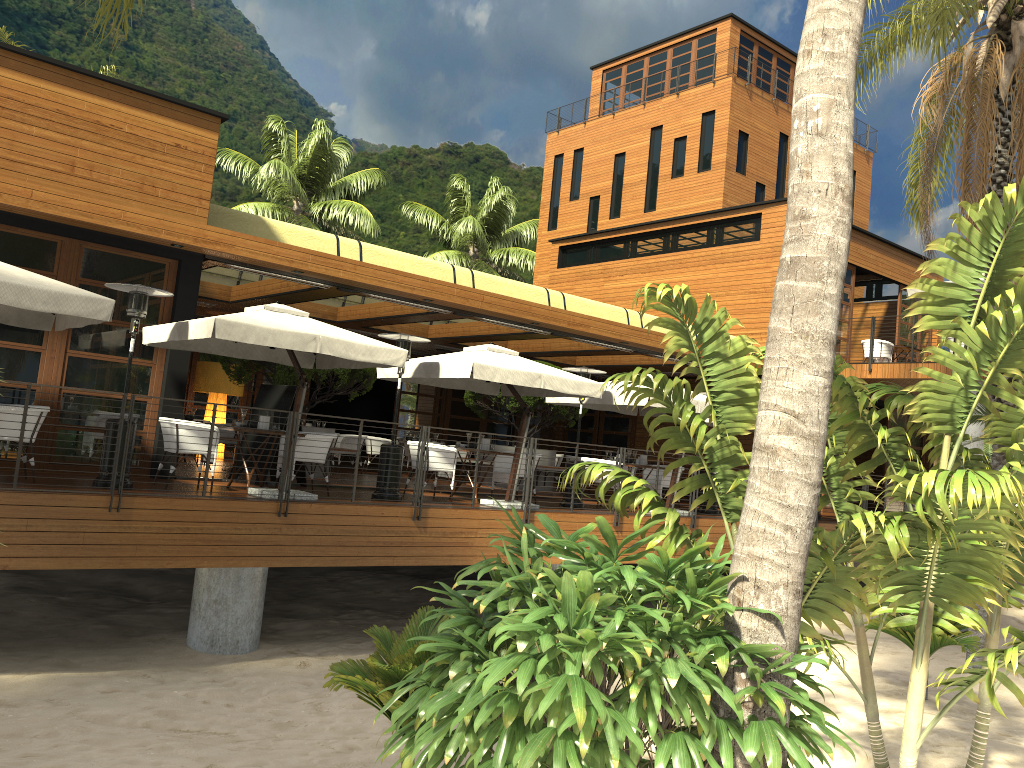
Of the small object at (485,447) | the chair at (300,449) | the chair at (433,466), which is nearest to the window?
the chair at (300,449)

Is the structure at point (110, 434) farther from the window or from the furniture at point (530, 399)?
the furniture at point (530, 399)

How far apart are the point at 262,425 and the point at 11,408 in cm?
266

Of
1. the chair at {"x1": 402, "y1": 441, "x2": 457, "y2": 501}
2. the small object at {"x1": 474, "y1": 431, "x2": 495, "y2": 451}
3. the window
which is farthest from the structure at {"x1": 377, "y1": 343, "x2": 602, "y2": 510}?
the window

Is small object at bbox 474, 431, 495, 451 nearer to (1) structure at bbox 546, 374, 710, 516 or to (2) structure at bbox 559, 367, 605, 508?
(2) structure at bbox 559, 367, 605, 508

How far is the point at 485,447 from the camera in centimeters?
1270cm

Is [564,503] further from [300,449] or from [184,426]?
[184,426]

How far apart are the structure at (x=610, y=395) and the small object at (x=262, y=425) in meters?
5.6 m

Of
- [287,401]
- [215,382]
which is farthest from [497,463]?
[215,382]

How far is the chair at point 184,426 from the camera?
10.0 meters
